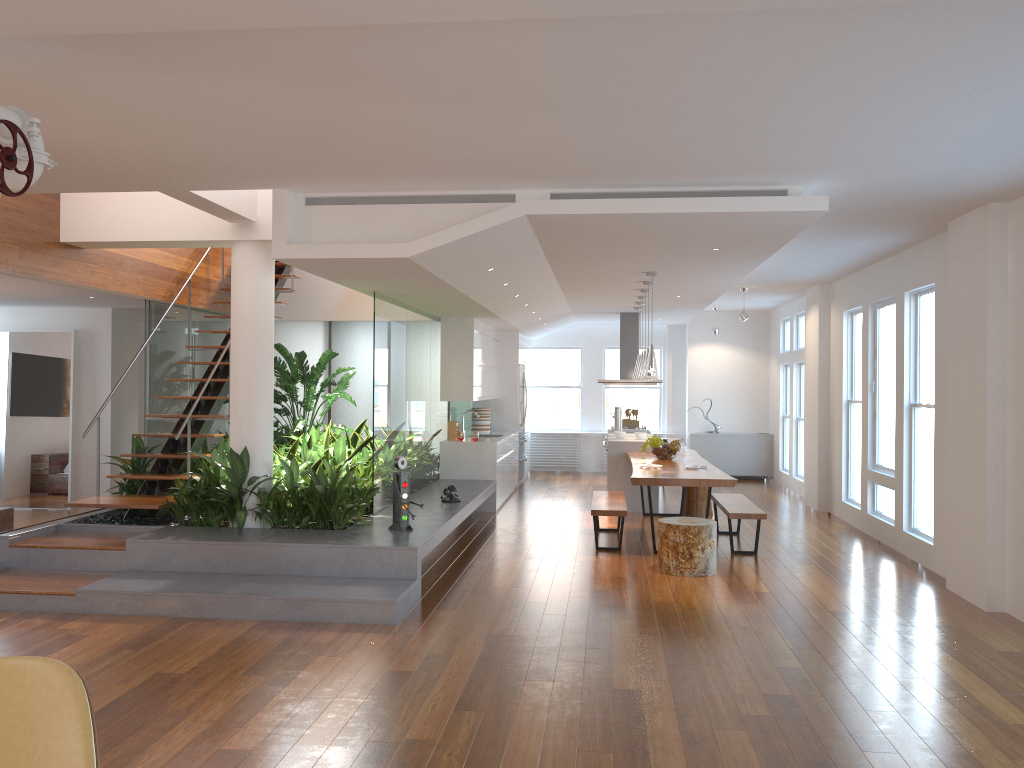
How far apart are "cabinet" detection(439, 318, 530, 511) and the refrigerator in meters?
0.3

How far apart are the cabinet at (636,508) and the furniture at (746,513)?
1.6 meters

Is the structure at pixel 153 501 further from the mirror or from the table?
the table

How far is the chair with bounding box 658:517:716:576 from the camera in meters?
6.9 m

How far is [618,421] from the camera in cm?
1225

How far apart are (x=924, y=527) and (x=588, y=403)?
8.08m

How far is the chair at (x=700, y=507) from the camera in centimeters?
1005cm

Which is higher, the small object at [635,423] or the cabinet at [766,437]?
the small object at [635,423]

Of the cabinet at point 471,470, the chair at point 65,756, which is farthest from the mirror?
the chair at point 65,756

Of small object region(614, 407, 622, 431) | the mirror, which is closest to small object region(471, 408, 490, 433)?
small object region(614, 407, 622, 431)
